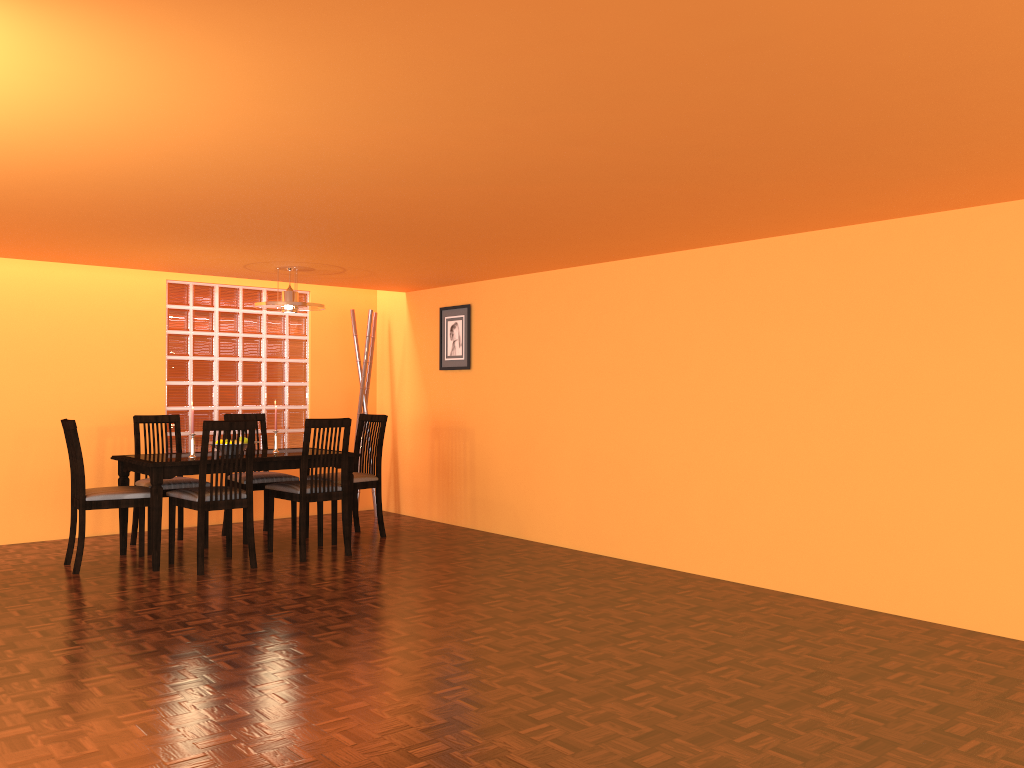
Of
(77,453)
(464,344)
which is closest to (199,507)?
(77,453)

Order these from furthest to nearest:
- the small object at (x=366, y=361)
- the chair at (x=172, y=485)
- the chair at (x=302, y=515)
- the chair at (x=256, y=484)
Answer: the small object at (x=366, y=361) → the chair at (x=256, y=484) → the chair at (x=172, y=485) → the chair at (x=302, y=515)

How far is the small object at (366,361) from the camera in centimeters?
668cm

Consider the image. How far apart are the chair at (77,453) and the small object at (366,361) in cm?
212

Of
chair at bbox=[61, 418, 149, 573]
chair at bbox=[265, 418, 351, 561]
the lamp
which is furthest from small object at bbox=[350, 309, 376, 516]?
chair at bbox=[61, 418, 149, 573]

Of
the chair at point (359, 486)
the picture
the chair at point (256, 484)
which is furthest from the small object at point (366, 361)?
the chair at point (256, 484)

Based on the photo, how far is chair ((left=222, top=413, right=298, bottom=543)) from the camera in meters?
5.6 m

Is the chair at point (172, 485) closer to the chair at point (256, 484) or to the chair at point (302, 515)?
the chair at point (256, 484)

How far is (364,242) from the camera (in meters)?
4.52

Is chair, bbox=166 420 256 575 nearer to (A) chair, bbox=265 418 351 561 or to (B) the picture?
(A) chair, bbox=265 418 351 561
